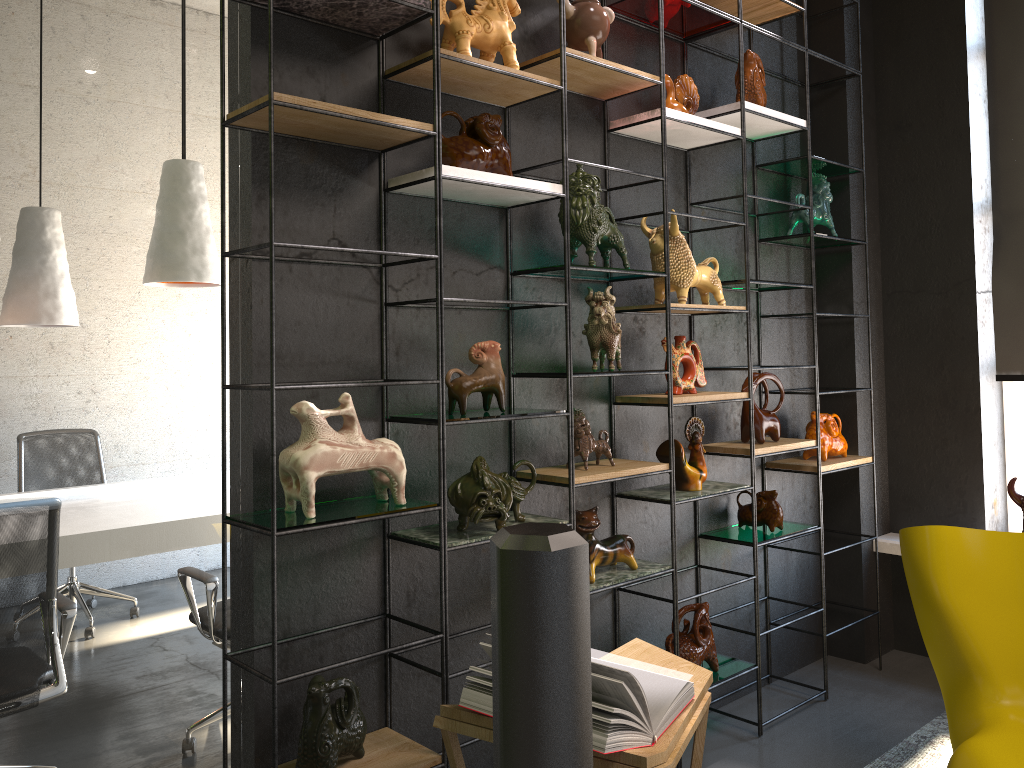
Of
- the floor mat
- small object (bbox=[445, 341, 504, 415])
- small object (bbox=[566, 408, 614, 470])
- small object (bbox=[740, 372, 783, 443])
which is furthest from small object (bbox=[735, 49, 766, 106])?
the floor mat

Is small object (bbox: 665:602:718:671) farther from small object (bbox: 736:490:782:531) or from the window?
the window

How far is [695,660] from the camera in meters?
3.2

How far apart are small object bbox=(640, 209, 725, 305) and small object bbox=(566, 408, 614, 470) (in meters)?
0.60

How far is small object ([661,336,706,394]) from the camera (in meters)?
3.28

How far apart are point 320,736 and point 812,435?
2.58m

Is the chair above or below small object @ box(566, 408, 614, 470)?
below

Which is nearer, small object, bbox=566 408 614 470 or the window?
small object, bbox=566 408 614 470

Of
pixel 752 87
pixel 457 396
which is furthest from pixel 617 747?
pixel 752 87

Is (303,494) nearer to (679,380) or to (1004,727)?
(679,380)
